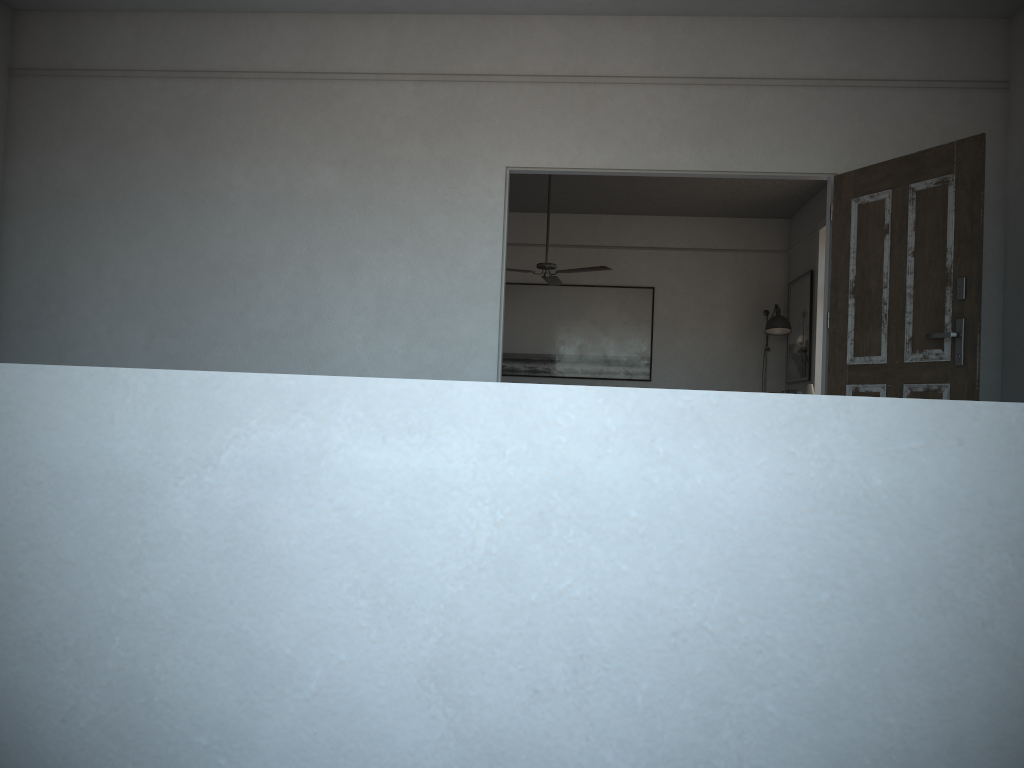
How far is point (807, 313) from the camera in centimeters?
872cm

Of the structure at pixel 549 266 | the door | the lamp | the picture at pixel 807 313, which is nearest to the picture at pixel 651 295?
the lamp

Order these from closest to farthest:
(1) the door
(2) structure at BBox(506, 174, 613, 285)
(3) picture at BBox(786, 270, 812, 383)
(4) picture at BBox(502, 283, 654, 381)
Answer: (1) the door
(2) structure at BBox(506, 174, 613, 285)
(3) picture at BBox(786, 270, 812, 383)
(4) picture at BBox(502, 283, 654, 381)

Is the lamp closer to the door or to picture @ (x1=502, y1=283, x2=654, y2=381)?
picture @ (x1=502, y1=283, x2=654, y2=381)

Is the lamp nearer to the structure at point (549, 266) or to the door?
the structure at point (549, 266)

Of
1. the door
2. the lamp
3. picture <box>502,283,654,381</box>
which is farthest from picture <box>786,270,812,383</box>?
the door

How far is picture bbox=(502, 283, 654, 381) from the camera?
9.76m

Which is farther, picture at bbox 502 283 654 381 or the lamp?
picture at bbox 502 283 654 381

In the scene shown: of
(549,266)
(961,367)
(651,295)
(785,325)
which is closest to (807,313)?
(785,325)

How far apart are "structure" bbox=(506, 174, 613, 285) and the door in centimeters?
325cm
